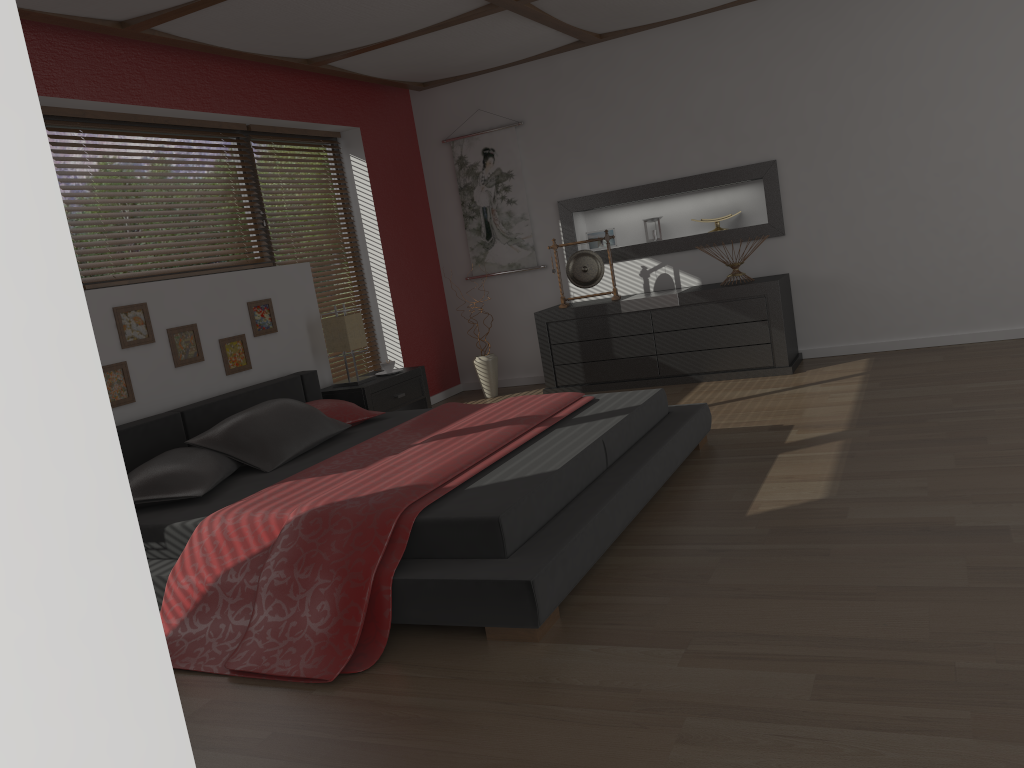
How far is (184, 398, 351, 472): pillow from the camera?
3.8m

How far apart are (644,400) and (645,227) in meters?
2.9

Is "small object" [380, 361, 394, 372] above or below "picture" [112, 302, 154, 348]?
below

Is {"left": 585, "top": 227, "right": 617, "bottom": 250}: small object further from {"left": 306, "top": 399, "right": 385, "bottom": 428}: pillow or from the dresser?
{"left": 306, "top": 399, "right": 385, "bottom": 428}: pillow

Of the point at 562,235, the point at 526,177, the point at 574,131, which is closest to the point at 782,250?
the point at 562,235

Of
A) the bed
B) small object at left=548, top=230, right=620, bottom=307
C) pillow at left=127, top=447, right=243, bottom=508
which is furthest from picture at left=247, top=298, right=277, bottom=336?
small object at left=548, top=230, right=620, bottom=307

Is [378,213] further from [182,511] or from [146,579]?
[146,579]

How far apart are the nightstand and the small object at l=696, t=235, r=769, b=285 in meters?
2.2

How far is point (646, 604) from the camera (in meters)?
2.55

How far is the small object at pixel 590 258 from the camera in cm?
631
